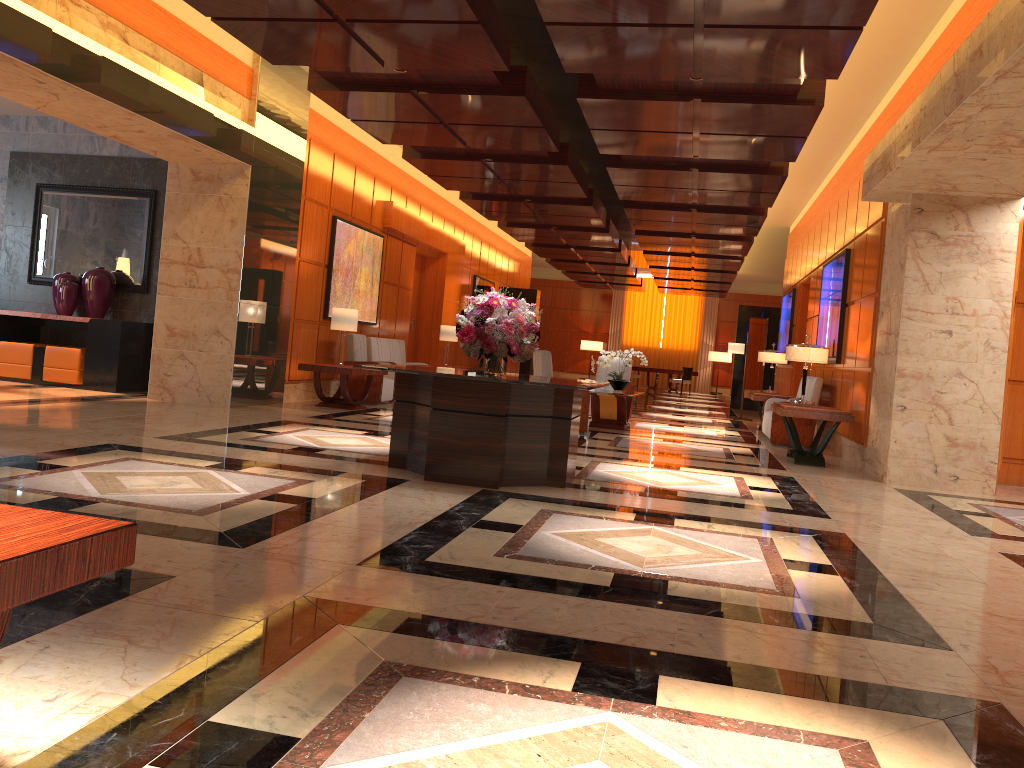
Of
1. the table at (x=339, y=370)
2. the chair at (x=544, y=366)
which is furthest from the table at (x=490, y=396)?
the table at (x=339, y=370)

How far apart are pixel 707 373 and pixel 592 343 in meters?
4.4 m

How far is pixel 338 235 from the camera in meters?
12.5

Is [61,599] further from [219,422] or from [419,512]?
[219,422]

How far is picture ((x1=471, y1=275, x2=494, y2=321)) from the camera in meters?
20.6

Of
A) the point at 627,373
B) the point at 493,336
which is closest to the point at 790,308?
the point at 627,373

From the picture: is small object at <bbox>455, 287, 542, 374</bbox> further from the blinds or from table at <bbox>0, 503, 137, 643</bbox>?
the blinds

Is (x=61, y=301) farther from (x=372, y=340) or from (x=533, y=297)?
(x=533, y=297)

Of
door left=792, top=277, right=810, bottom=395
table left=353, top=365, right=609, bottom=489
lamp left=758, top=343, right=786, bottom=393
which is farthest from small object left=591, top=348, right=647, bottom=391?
table left=353, top=365, right=609, bottom=489

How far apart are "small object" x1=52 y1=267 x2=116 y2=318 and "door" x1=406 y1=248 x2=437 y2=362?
6.7 meters
